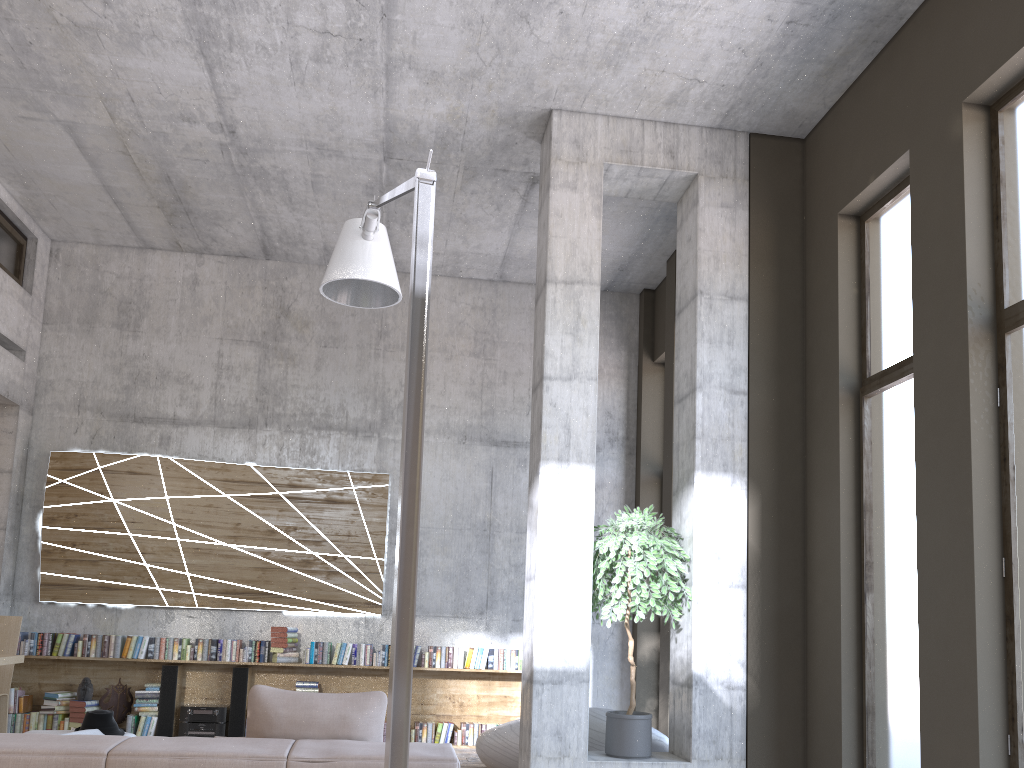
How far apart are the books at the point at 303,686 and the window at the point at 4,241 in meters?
4.9 m

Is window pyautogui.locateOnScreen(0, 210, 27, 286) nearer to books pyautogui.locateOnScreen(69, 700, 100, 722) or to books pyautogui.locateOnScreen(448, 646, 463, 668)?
books pyautogui.locateOnScreen(69, 700, 100, 722)

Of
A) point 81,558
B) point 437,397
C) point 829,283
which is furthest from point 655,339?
point 81,558

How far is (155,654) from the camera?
8.4m

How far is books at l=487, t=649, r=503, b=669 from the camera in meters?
8.8

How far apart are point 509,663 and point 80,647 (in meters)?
4.14

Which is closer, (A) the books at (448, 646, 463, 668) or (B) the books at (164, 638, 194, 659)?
(B) the books at (164, 638, 194, 659)

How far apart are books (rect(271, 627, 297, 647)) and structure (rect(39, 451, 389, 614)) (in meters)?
0.32

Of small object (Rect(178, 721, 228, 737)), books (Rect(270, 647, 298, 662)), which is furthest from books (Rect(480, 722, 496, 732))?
small object (Rect(178, 721, 228, 737))

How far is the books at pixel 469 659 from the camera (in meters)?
8.79
